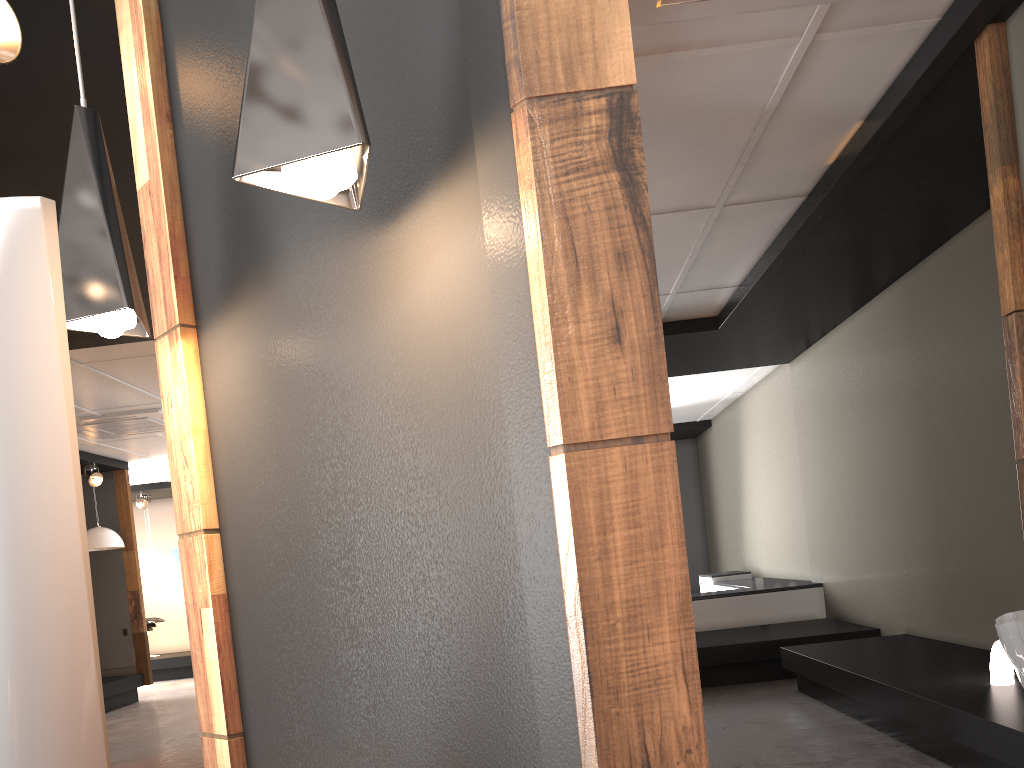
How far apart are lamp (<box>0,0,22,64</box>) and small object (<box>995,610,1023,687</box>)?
4.3 meters

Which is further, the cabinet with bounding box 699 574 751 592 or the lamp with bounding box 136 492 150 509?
the lamp with bounding box 136 492 150 509

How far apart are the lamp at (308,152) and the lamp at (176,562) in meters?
12.9 m

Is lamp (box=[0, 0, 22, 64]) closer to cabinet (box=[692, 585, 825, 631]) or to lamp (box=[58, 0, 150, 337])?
lamp (box=[58, 0, 150, 337])

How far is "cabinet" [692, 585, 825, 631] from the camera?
8.17m

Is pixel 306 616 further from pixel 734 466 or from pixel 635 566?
pixel 734 466

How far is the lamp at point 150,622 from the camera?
13.15m

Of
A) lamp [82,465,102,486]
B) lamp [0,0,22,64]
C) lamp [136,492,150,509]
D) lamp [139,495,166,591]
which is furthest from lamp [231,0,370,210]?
lamp [139,495,166,591]

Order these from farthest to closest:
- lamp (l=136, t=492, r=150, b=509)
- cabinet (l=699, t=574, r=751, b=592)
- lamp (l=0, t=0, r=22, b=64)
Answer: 1. lamp (l=136, t=492, r=150, b=509)
2. cabinet (l=699, t=574, r=751, b=592)
3. lamp (l=0, t=0, r=22, b=64)

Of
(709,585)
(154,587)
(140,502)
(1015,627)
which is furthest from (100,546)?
(1015,627)
